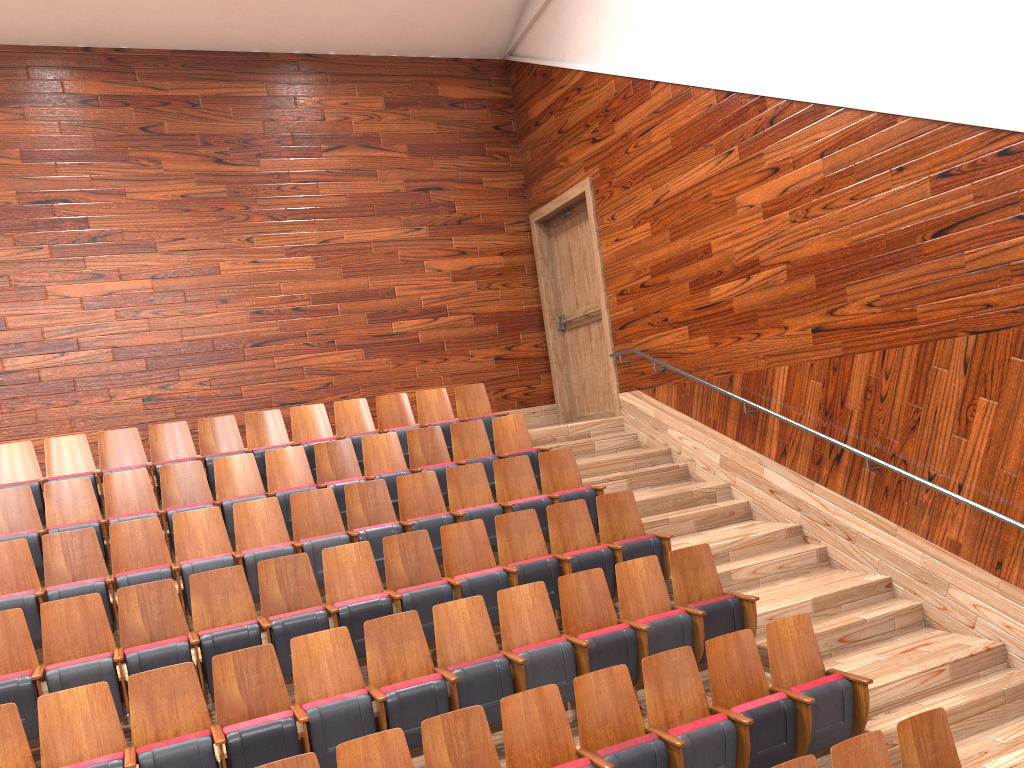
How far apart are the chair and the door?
0.1m

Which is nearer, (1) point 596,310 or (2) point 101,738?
(2) point 101,738

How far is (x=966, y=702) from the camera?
0.5 meters

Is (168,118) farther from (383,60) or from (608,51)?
(608,51)

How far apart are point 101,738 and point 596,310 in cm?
65

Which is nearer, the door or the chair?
the chair

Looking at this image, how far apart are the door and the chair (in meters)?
0.14

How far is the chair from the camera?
0.39m

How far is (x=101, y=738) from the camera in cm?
39
